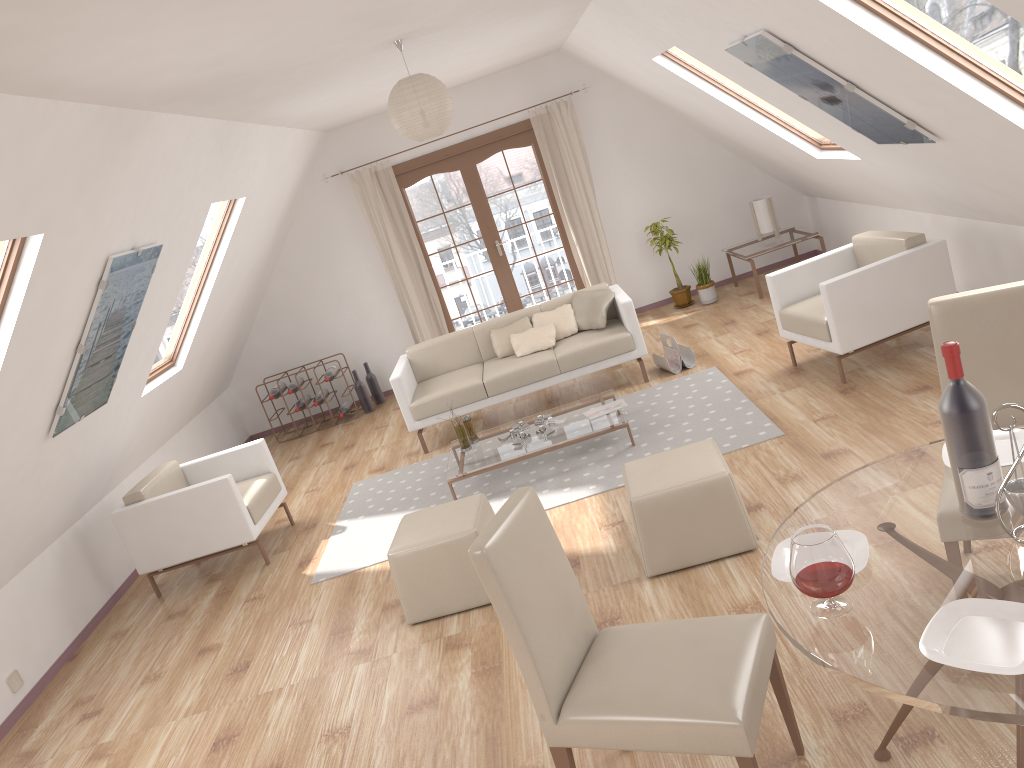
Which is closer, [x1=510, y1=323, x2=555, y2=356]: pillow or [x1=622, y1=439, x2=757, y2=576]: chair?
[x1=622, y1=439, x2=757, y2=576]: chair

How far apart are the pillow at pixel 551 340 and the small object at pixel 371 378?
2.3m

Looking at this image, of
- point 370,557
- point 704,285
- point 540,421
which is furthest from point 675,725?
point 704,285

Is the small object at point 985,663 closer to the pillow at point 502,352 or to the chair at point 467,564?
the chair at point 467,564

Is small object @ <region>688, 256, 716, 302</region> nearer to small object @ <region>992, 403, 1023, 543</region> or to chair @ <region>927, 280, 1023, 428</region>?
chair @ <region>927, 280, 1023, 428</region>

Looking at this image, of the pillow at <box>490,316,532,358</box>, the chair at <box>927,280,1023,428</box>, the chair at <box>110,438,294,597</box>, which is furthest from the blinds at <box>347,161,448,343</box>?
the chair at <box>927,280,1023,428</box>

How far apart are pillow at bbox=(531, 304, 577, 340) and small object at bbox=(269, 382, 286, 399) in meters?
2.9 m

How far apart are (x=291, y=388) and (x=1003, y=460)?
7.0m

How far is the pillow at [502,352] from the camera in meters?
6.9

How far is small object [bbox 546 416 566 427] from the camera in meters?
5.7 m
